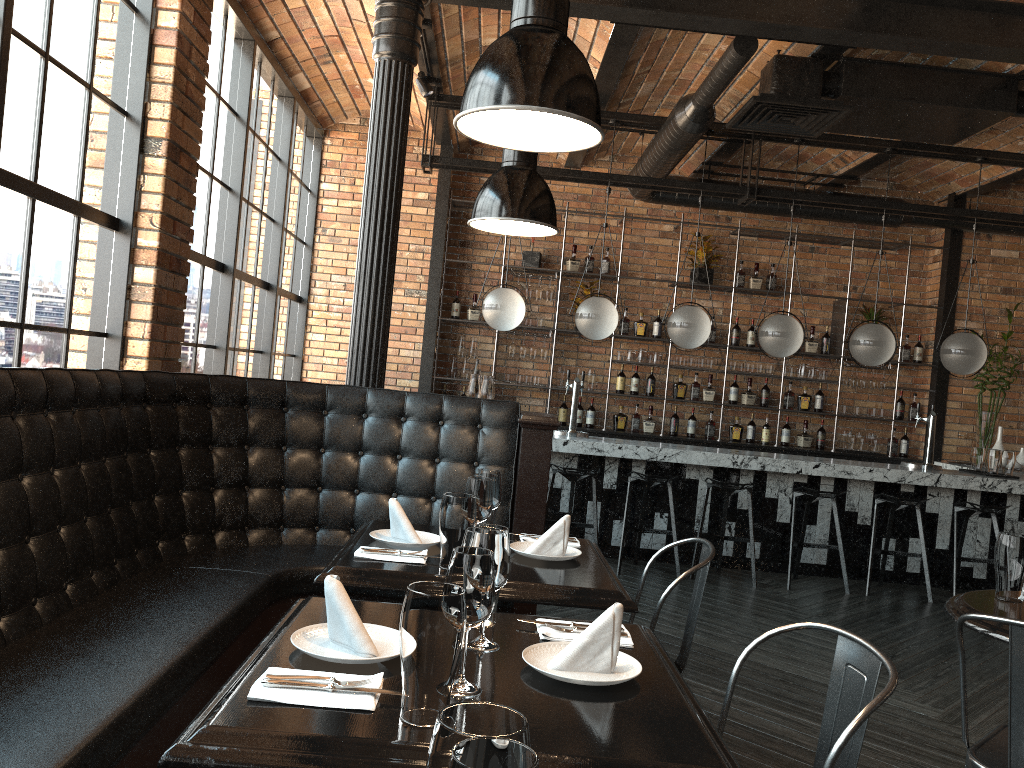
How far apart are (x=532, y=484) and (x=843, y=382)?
5.9 meters

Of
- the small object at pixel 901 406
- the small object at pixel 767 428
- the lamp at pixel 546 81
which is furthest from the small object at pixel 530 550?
the small object at pixel 901 406

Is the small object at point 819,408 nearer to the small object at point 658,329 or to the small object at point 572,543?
the small object at point 658,329

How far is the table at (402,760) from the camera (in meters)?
1.28

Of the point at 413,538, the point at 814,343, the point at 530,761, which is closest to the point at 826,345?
the point at 814,343

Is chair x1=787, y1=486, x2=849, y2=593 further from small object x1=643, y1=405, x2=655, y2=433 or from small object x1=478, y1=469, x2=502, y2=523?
small object x1=478, y1=469, x2=502, y2=523

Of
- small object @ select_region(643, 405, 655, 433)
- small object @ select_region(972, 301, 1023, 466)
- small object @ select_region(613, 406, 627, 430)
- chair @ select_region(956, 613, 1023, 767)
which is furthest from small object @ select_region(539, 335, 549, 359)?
chair @ select_region(956, 613, 1023, 767)

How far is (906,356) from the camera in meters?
8.8

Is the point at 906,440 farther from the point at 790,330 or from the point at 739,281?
the point at 790,330

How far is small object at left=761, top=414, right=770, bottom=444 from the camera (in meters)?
8.77
